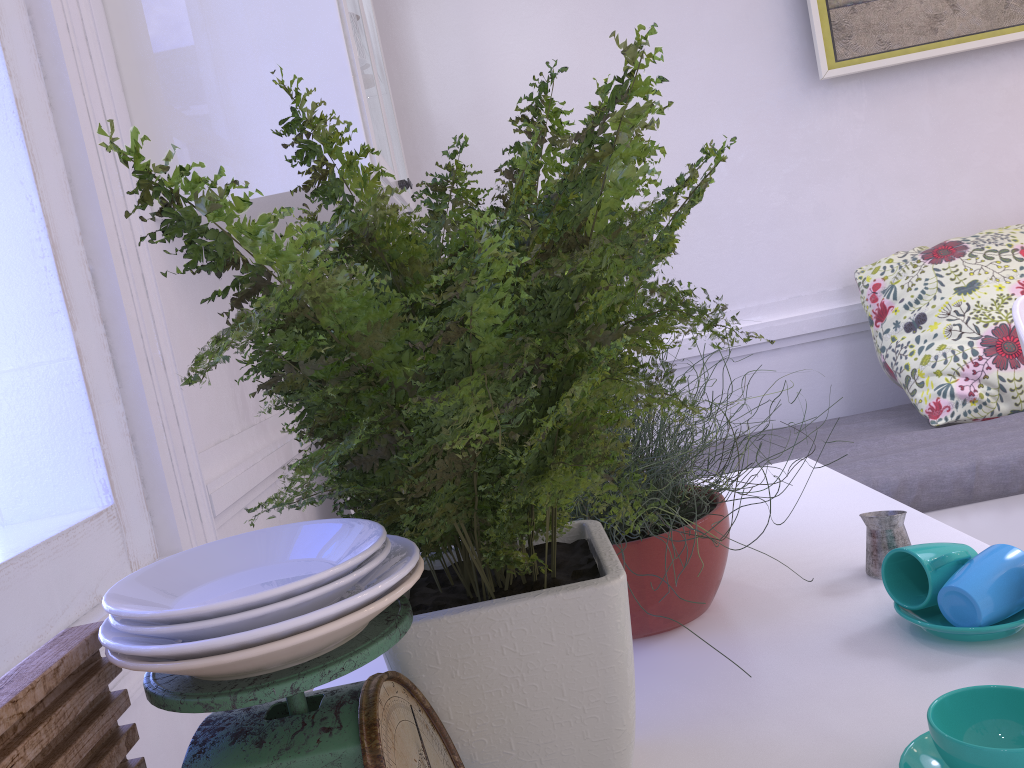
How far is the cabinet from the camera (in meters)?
1.50

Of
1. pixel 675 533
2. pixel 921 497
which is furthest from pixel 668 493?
pixel 921 497

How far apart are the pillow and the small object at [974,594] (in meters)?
1.42

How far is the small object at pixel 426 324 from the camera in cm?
44

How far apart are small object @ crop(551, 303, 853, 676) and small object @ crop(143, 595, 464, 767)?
0.25m

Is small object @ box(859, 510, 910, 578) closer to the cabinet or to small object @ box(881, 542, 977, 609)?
small object @ box(881, 542, 977, 609)

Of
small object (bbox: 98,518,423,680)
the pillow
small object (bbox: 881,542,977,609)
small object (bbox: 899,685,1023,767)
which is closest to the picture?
the pillow

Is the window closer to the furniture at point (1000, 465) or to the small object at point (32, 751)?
the small object at point (32, 751)

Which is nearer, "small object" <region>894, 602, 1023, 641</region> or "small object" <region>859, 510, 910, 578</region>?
"small object" <region>894, 602, 1023, 641</region>

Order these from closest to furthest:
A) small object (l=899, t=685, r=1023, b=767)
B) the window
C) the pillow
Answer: small object (l=899, t=685, r=1023, b=767)
the window
the pillow
